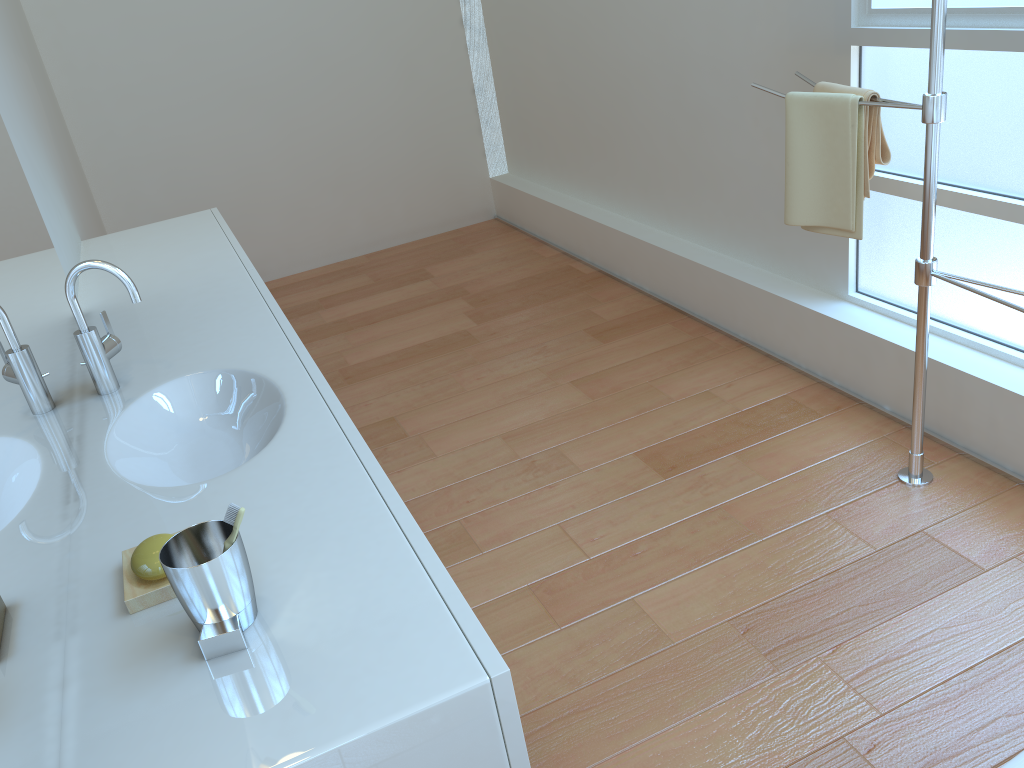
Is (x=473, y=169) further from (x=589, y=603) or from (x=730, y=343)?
(x=589, y=603)

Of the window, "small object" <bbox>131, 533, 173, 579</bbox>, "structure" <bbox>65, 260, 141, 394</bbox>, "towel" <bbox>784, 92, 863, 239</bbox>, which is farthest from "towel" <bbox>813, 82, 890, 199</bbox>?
"small object" <bbox>131, 533, 173, 579</bbox>

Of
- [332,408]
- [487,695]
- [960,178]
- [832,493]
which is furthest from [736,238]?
[487,695]

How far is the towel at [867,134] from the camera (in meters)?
2.12

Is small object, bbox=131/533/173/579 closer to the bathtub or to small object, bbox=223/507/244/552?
small object, bbox=223/507/244/552

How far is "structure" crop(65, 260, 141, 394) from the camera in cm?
166

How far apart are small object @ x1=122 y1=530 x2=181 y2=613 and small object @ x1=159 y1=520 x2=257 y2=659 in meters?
0.1

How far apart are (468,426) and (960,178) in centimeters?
163cm

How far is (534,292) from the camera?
4.01m

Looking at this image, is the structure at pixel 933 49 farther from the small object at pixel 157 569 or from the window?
the small object at pixel 157 569
